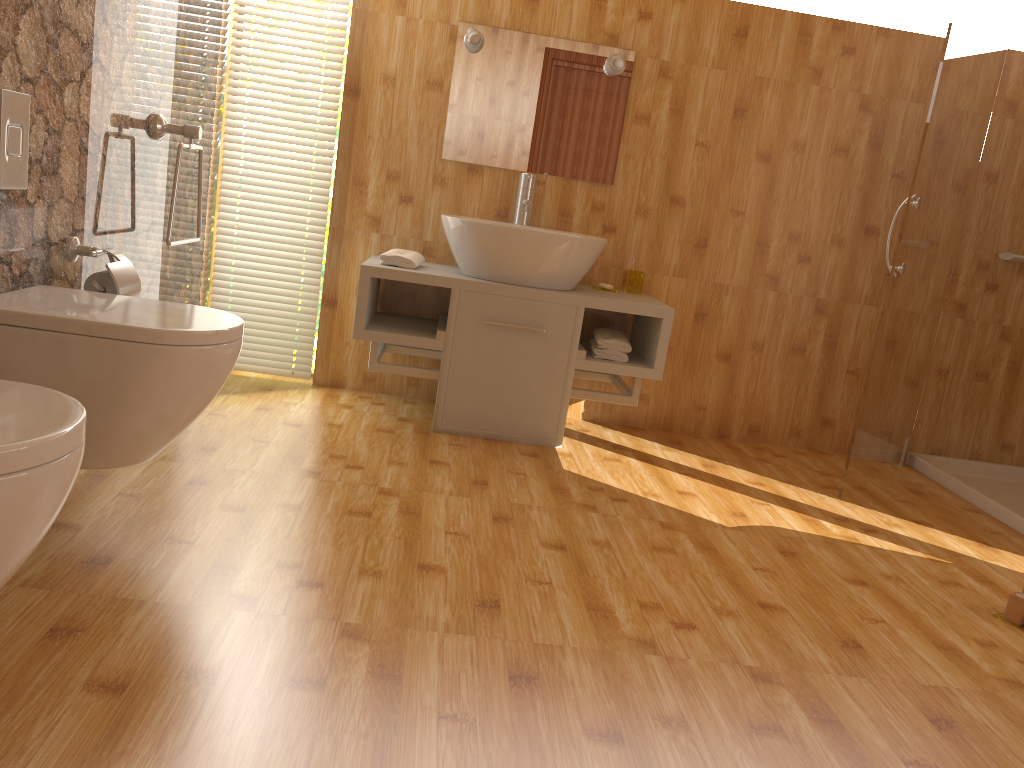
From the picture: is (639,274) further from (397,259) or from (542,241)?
(397,259)

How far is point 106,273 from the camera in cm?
220

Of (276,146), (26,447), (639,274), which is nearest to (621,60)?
(639,274)

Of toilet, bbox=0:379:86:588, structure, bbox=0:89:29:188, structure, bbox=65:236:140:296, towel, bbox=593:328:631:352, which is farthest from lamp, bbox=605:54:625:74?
toilet, bbox=0:379:86:588

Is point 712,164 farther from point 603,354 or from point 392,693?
point 392,693

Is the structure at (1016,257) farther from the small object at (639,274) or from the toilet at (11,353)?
the toilet at (11,353)

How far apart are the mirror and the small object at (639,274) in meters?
0.4

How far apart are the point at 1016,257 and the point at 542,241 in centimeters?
208cm

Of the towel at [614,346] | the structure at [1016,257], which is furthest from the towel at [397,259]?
the structure at [1016,257]

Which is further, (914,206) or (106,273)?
(914,206)
